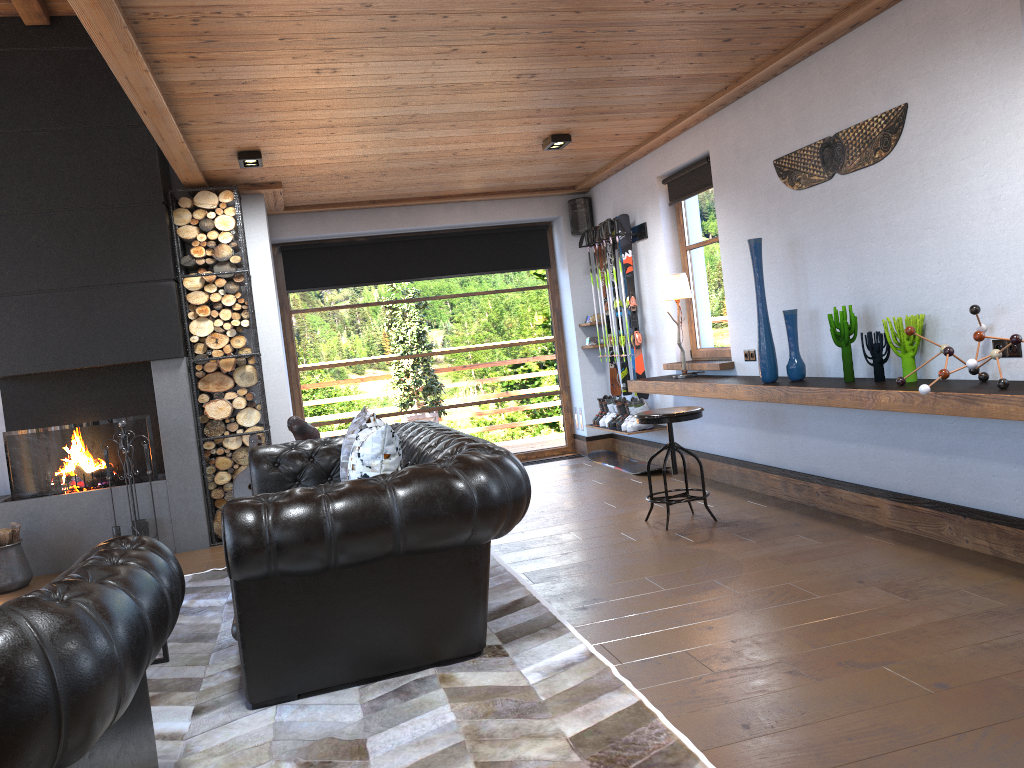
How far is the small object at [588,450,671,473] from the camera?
7.8m

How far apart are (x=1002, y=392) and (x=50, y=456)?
6.0m

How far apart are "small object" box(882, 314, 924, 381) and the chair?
1.3m

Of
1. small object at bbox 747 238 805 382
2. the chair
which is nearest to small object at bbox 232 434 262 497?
the chair

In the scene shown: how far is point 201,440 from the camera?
6.5m

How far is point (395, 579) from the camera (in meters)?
3.40

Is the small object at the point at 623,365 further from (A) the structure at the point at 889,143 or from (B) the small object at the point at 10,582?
(B) the small object at the point at 10,582

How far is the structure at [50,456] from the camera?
6.3m

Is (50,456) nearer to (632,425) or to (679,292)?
(632,425)

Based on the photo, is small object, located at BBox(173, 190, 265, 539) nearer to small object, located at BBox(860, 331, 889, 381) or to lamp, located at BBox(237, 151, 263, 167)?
lamp, located at BBox(237, 151, 263, 167)
